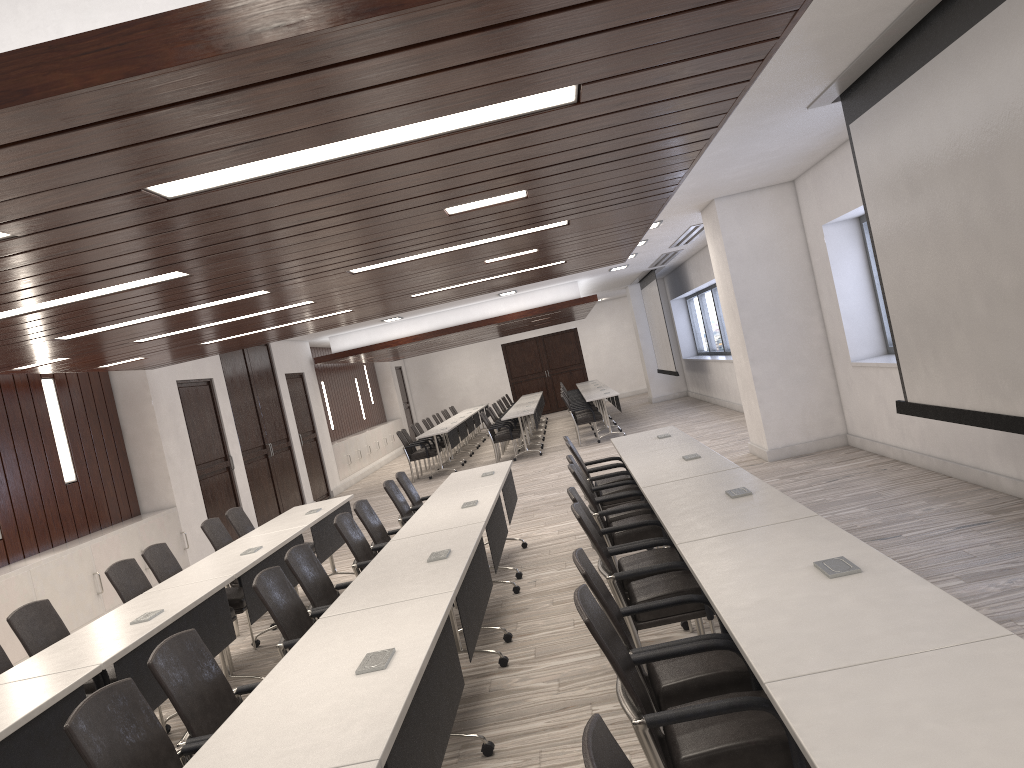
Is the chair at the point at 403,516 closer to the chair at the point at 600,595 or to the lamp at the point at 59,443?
the lamp at the point at 59,443

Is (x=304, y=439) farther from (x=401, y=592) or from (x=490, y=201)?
(x=401, y=592)

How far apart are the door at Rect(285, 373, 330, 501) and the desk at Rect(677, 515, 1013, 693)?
12.6 meters

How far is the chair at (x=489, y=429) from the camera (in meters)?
15.51

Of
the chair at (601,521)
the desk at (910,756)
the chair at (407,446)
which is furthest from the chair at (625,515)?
the chair at (407,446)

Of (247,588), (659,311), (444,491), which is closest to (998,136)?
(444,491)

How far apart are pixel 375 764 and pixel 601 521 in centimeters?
340cm

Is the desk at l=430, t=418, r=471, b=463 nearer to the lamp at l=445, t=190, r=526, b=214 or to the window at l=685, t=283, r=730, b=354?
the window at l=685, t=283, r=730, b=354

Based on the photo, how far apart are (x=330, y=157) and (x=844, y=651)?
2.25m

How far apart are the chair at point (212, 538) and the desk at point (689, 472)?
3.31m
